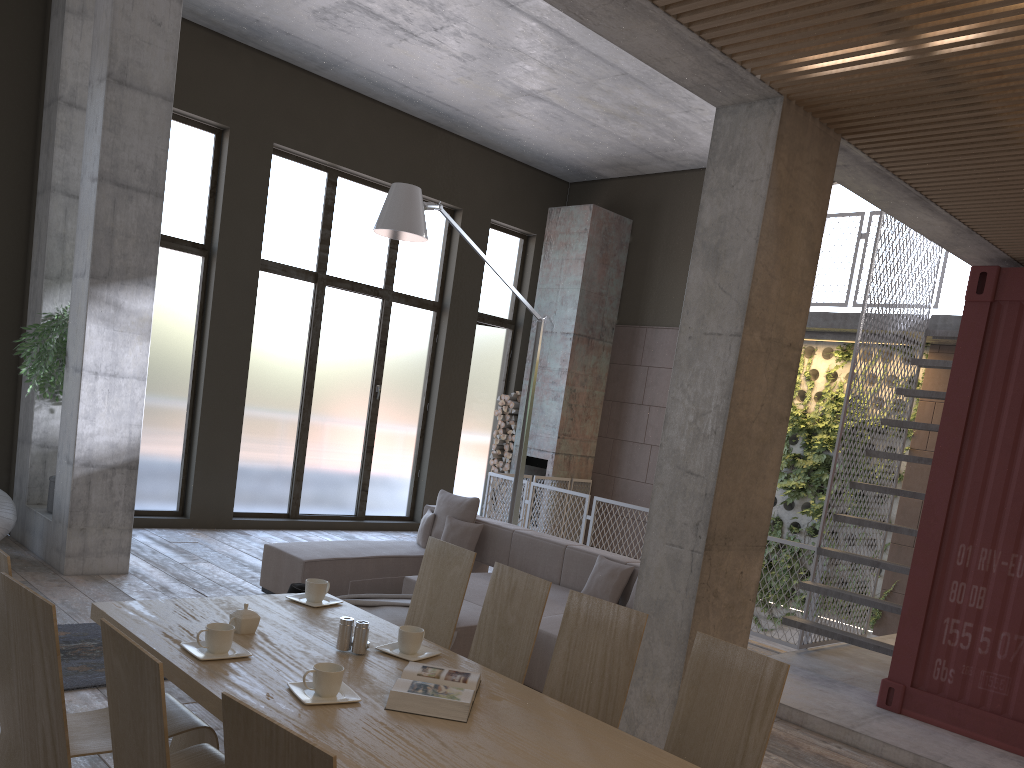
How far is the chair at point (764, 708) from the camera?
2.5m

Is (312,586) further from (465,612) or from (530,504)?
(530,504)

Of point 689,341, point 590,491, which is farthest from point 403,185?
point 590,491

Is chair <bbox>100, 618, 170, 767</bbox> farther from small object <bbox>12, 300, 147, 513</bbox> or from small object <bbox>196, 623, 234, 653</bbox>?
small object <bbox>12, 300, 147, 513</bbox>

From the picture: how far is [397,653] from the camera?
3.1 meters

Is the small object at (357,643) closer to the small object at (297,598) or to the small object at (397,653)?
the small object at (397,653)

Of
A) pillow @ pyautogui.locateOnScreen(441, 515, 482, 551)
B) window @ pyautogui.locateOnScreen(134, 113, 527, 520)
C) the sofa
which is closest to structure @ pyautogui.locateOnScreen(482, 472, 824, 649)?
window @ pyautogui.locateOnScreen(134, 113, 527, 520)

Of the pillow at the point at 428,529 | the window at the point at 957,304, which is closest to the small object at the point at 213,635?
the pillow at the point at 428,529

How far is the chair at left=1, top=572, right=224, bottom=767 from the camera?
2.12m

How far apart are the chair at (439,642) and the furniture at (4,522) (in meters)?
4.37
